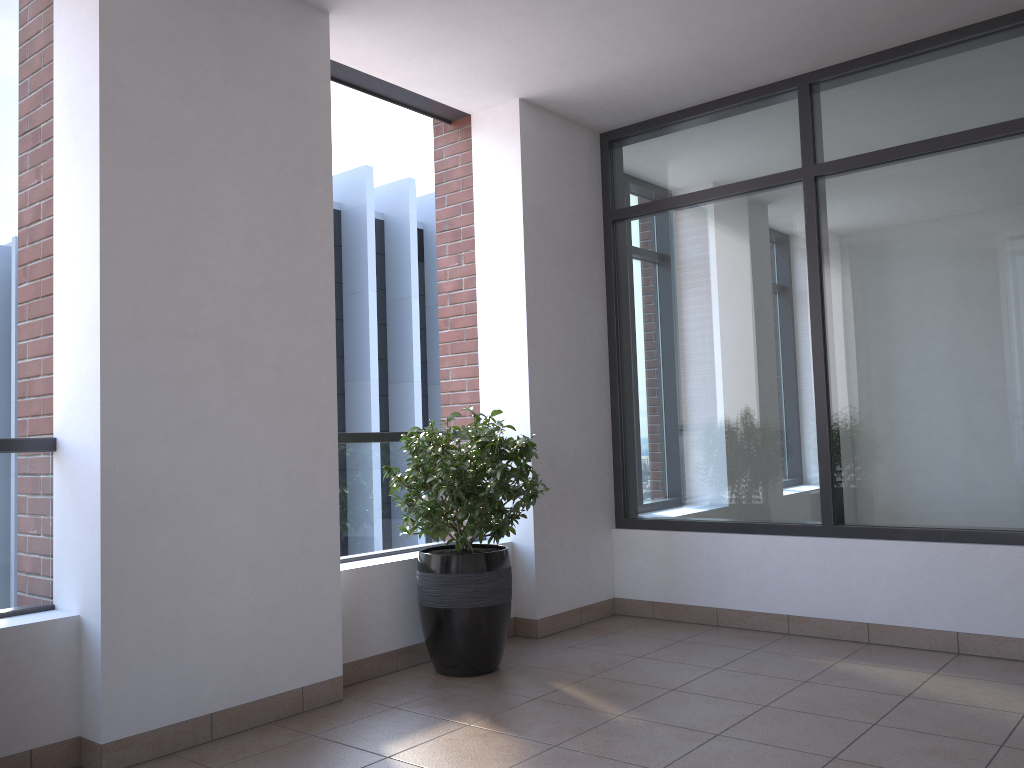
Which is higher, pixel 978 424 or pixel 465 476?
pixel 978 424

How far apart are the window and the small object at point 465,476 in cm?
120

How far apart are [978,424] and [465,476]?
2.4 meters

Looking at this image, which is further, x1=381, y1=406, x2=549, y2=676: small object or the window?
the window

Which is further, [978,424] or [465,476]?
[978,424]

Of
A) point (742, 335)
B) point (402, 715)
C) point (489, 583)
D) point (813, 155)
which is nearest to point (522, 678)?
point (489, 583)

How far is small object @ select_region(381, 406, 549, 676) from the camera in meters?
3.9

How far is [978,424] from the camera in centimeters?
408cm

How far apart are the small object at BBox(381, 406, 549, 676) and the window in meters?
1.2

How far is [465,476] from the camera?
3.88m
